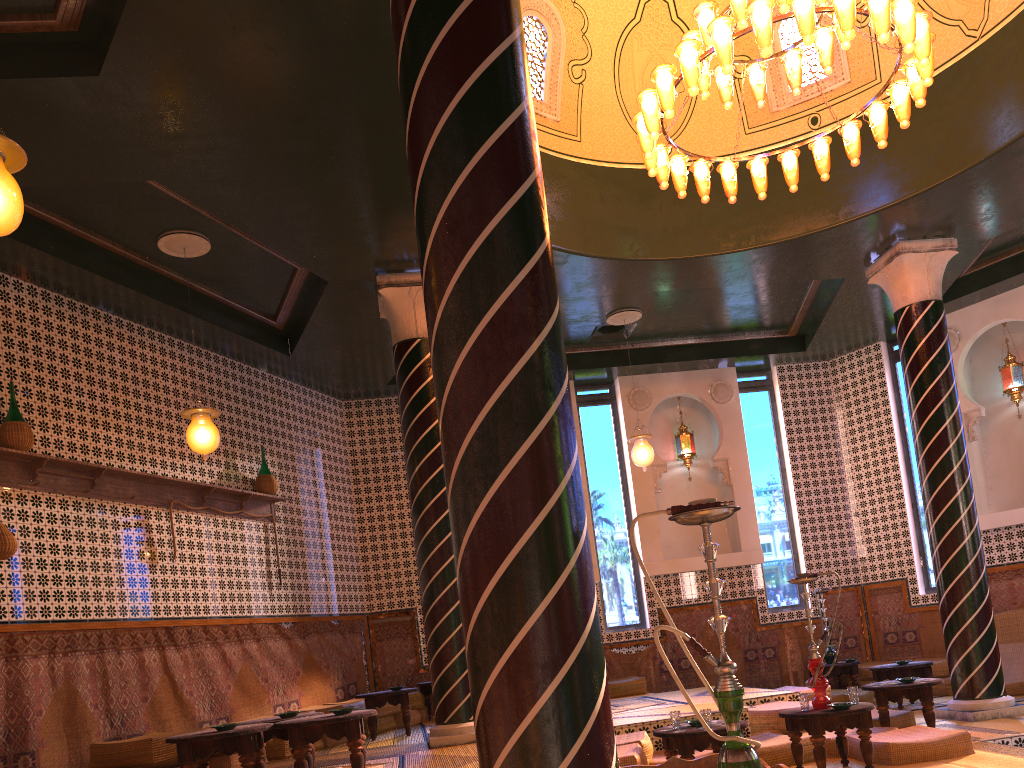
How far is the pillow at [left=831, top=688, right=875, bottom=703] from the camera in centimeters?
1205cm

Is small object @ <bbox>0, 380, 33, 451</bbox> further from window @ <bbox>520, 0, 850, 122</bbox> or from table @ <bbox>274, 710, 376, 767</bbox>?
window @ <bbox>520, 0, 850, 122</bbox>

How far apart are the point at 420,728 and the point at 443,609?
3.09m

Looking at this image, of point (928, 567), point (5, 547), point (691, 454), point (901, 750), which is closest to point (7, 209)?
point (5, 547)

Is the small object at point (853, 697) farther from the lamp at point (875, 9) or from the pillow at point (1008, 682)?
the pillow at point (1008, 682)

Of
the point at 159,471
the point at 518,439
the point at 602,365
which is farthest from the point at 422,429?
the point at 518,439

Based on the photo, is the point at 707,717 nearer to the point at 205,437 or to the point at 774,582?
the point at 205,437

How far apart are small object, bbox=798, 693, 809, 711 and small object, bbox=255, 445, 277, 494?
7.2 meters

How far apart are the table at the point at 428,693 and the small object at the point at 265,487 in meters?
3.5

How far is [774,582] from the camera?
14.6 meters
